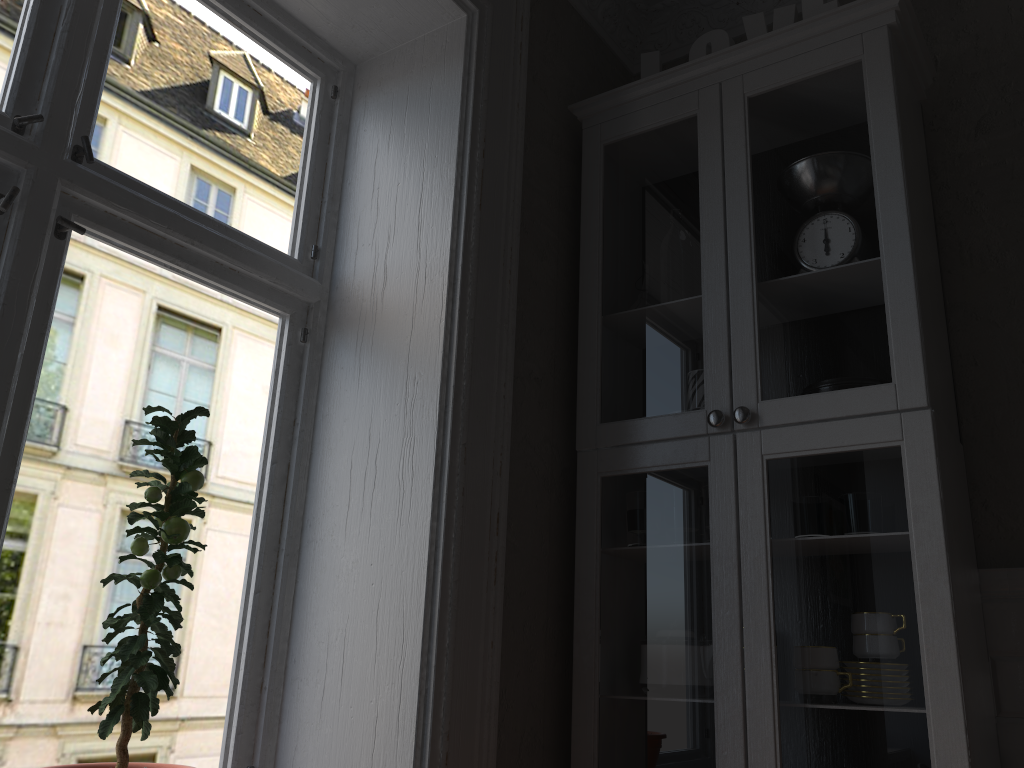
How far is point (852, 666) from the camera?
1.65m

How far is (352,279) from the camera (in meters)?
2.09

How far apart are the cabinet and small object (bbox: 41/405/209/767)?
0.85m

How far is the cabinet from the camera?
1.6 meters

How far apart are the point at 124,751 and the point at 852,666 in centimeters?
129cm

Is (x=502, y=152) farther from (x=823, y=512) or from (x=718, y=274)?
(x=823, y=512)

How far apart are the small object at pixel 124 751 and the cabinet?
0.9m

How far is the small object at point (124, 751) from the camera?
1.45m

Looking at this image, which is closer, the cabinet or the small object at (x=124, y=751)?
the small object at (x=124, y=751)

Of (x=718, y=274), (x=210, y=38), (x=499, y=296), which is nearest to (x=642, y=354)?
(x=718, y=274)
